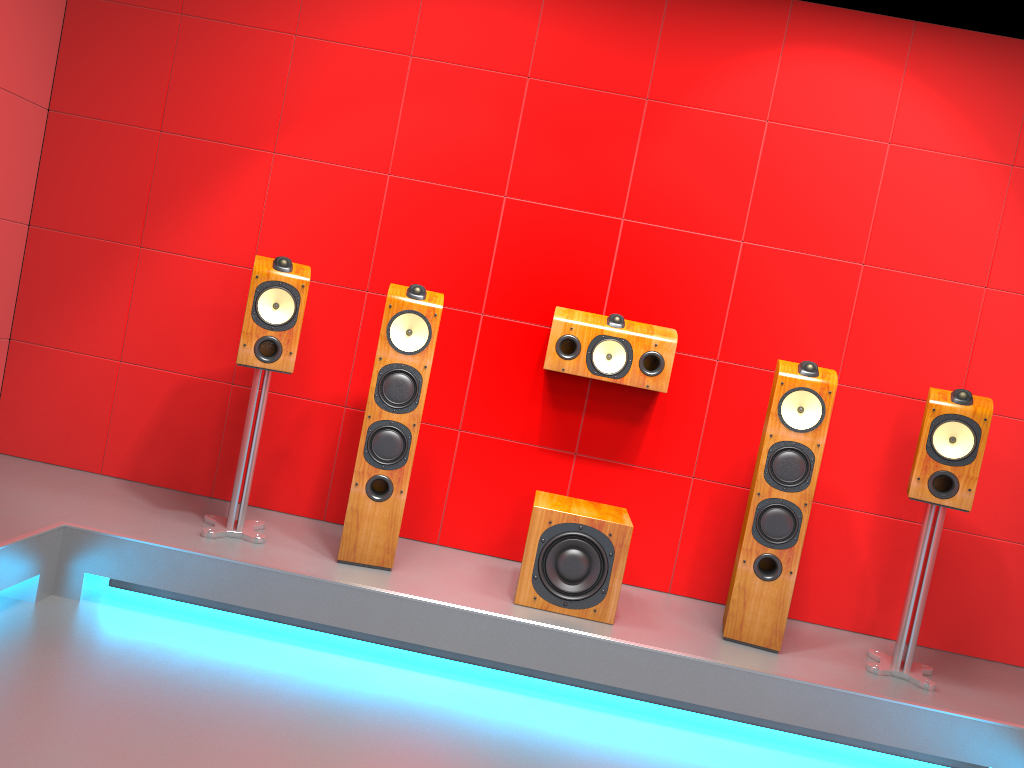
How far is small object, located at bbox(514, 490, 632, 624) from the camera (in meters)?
3.12

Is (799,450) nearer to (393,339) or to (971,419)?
(971,419)

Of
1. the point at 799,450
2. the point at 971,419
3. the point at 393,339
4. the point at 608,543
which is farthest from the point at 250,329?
the point at 971,419

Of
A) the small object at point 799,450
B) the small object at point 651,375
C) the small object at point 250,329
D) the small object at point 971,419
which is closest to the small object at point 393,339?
the small object at point 250,329

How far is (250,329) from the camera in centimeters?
321cm

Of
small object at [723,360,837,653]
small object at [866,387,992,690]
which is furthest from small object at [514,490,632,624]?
small object at [866,387,992,690]

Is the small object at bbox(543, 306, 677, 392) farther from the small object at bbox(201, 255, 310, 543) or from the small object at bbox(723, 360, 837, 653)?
the small object at bbox(201, 255, 310, 543)

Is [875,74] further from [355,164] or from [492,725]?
[492,725]

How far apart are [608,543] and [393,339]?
1.1m

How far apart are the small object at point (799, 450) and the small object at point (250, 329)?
1.73m
